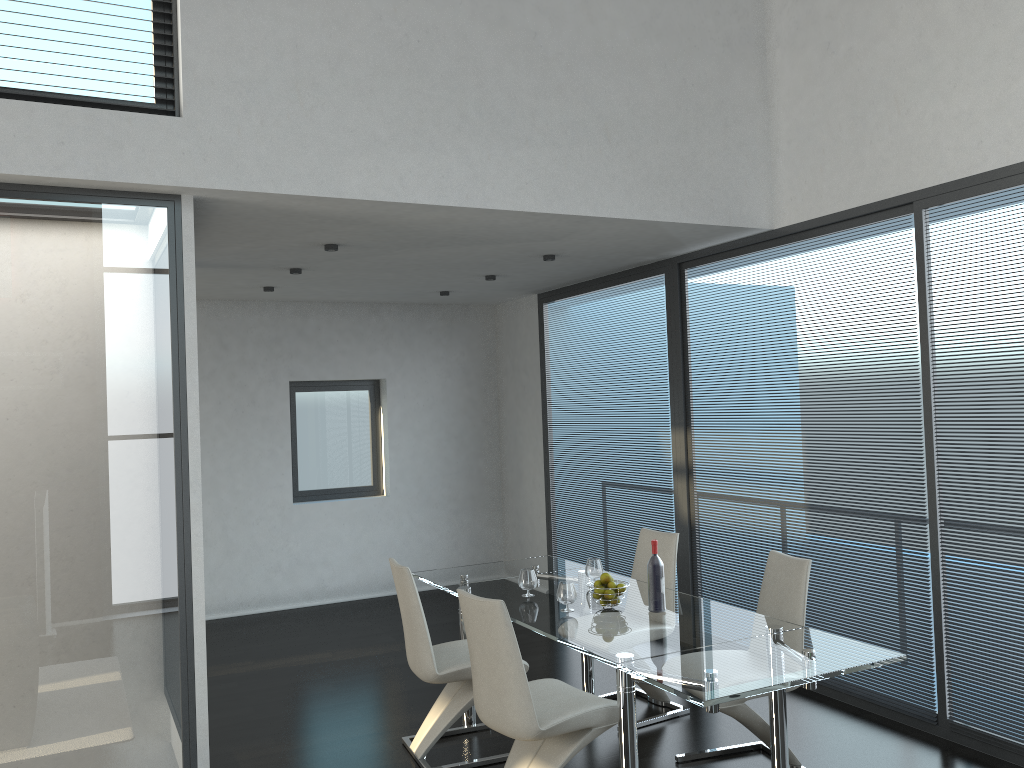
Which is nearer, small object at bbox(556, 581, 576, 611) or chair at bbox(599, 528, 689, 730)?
small object at bbox(556, 581, 576, 611)

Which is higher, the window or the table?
the window

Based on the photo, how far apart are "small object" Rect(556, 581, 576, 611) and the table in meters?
0.1 m

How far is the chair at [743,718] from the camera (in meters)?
3.86

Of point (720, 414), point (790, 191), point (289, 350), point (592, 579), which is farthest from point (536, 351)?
point (592, 579)

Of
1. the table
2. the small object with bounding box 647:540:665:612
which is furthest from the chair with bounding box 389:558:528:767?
the small object with bounding box 647:540:665:612

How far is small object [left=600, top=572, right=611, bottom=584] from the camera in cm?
A: 417

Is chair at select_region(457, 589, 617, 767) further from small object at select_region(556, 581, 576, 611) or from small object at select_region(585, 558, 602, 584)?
small object at select_region(585, 558, 602, 584)

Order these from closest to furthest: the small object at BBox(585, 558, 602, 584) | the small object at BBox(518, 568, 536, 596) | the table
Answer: the table
the small object at BBox(518, 568, 536, 596)
the small object at BBox(585, 558, 602, 584)

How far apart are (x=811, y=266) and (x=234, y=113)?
3.21m
